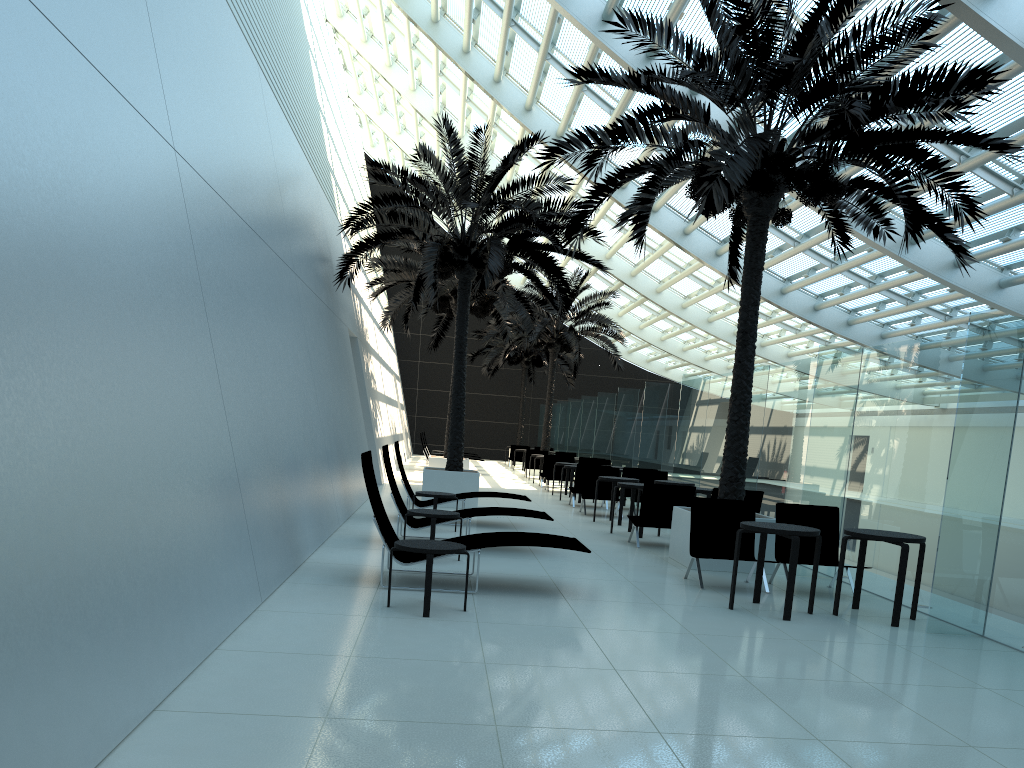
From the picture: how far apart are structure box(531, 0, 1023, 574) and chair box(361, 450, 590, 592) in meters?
2.4 m

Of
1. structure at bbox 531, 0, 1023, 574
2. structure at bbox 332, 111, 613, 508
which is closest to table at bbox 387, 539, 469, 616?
structure at bbox 531, 0, 1023, 574

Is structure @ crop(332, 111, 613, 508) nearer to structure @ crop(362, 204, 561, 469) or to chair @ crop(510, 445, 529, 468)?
structure @ crop(362, 204, 561, 469)

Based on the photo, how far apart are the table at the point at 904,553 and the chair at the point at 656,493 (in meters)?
3.59

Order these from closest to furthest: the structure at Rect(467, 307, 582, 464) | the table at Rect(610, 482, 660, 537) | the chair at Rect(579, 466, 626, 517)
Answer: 1. the table at Rect(610, 482, 660, 537)
2. the chair at Rect(579, 466, 626, 517)
3. the structure at Rect(467, 307, 582, 464)

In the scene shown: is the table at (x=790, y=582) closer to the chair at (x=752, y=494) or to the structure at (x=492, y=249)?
the chair at (x=752, y=494)

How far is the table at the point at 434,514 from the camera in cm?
899

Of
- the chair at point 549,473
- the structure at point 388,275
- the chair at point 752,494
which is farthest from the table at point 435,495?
the chair at point 549,473

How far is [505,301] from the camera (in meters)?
28.83

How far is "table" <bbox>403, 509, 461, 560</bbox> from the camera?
9.0m
